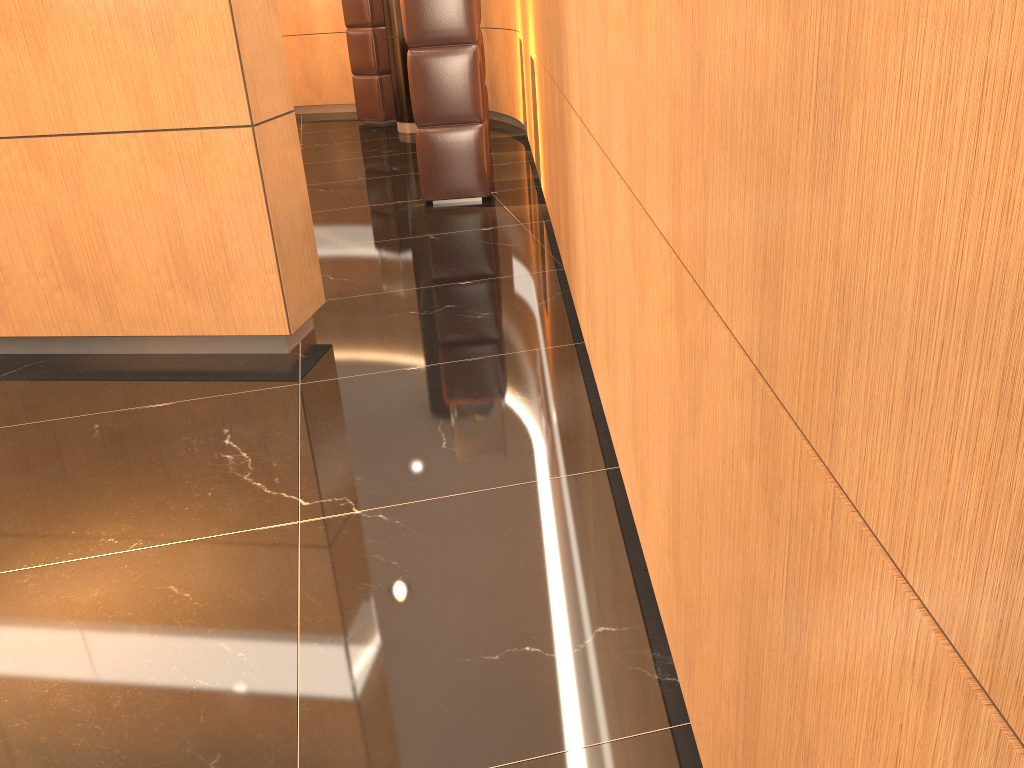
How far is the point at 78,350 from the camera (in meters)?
3.87

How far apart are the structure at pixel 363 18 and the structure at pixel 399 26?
0.69m

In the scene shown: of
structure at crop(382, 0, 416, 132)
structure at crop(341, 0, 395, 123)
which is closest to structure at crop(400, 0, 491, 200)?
structure at crop(382, 0, 416, 132)

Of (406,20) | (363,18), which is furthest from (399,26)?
(406,20)

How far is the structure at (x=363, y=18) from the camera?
9.4 meters

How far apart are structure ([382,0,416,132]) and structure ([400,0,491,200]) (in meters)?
3.41

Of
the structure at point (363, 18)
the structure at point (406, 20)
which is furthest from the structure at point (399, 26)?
the structure at point (406, 20)

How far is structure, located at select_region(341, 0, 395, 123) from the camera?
9.4m

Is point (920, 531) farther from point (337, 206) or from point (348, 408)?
point (337, 206)

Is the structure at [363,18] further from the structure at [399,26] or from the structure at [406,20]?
the structure at [406,20]
